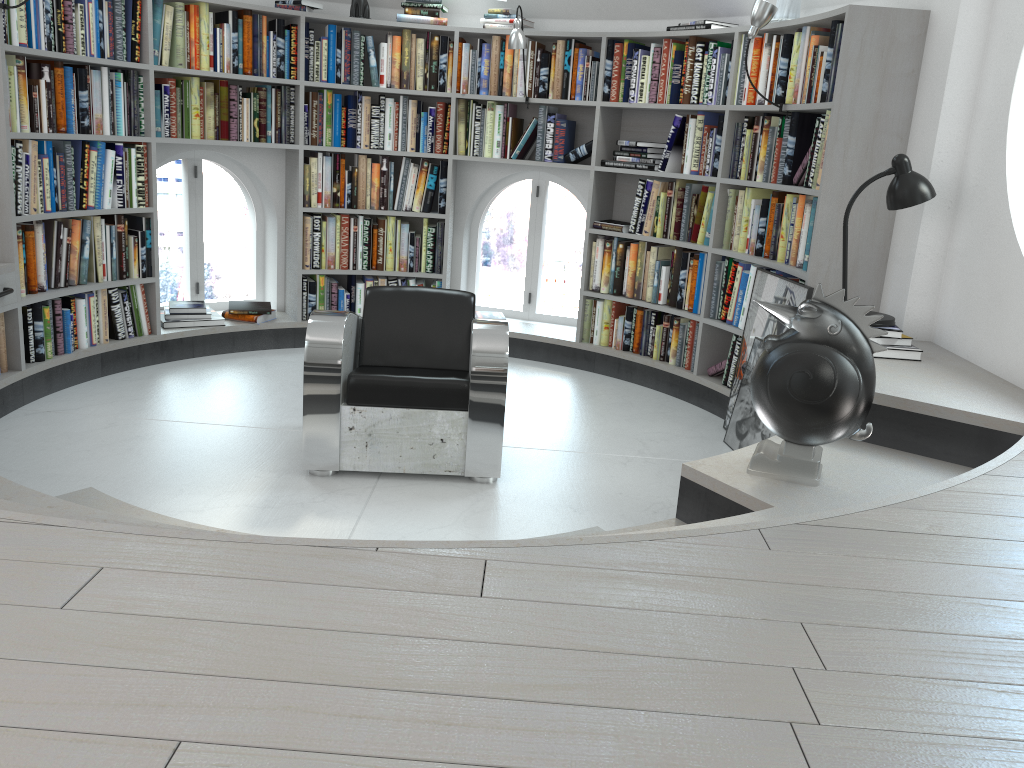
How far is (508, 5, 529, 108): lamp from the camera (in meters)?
5.07

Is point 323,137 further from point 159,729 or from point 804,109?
point 159,729

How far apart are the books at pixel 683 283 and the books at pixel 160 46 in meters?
2.2 m

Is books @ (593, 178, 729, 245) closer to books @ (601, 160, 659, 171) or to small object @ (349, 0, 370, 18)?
books @ (601, 160, 659, 171)

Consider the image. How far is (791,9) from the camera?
4.34m

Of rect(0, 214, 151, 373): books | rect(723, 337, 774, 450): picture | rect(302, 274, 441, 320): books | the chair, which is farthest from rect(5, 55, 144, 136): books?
rect(723, 337, 774, 450): picture

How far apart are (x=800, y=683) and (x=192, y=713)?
0.8m

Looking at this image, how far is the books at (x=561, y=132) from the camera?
5.43m

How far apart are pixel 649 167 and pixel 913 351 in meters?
2.2

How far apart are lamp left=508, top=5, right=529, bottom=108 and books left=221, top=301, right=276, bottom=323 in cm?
218
